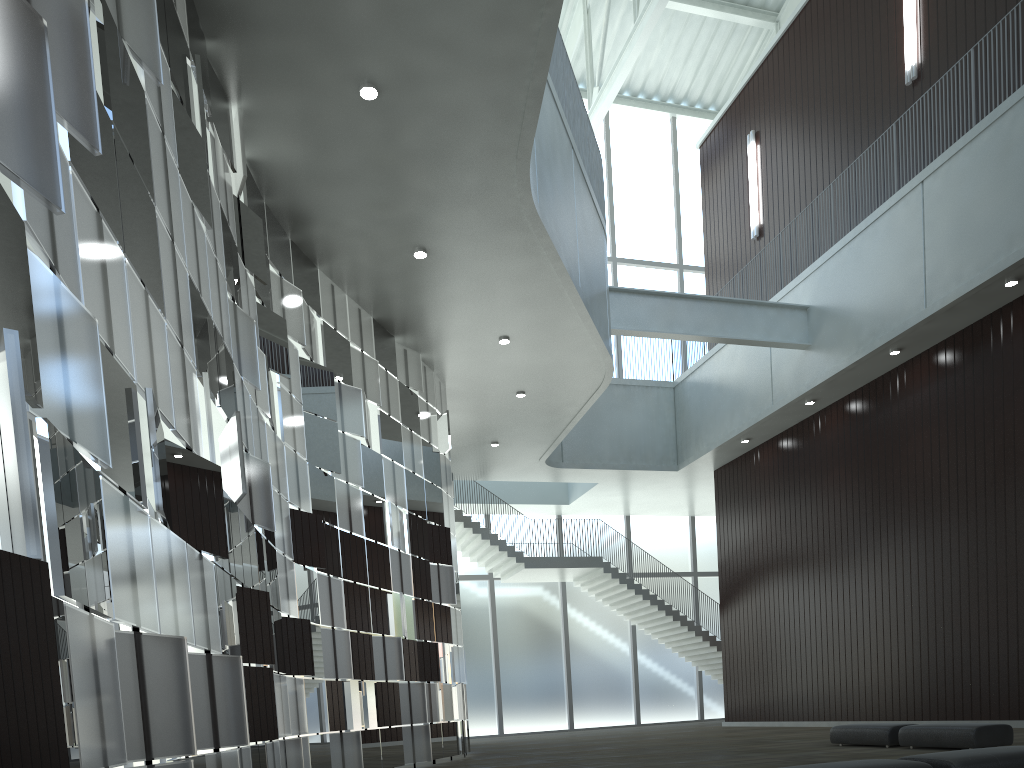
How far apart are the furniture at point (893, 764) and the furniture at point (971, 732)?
15.6m

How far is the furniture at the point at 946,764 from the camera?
17.8 meters

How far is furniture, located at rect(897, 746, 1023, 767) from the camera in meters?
17.8

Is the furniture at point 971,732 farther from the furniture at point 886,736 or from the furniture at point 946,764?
the furniture at point 946,764

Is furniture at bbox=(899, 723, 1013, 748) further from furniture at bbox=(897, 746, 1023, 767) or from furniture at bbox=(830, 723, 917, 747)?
furniture at bbox=(897, 746, 1023, 767)

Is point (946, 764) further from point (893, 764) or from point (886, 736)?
point (886, 736)

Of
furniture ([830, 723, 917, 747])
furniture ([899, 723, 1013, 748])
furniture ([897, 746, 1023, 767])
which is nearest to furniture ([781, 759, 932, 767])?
furniture ([897, 746, 1023, 767])

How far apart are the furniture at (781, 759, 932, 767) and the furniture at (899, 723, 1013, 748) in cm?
1555

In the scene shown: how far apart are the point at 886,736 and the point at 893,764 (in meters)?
19.11

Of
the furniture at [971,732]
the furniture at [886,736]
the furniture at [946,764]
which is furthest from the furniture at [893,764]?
the furniture at [886,736]
